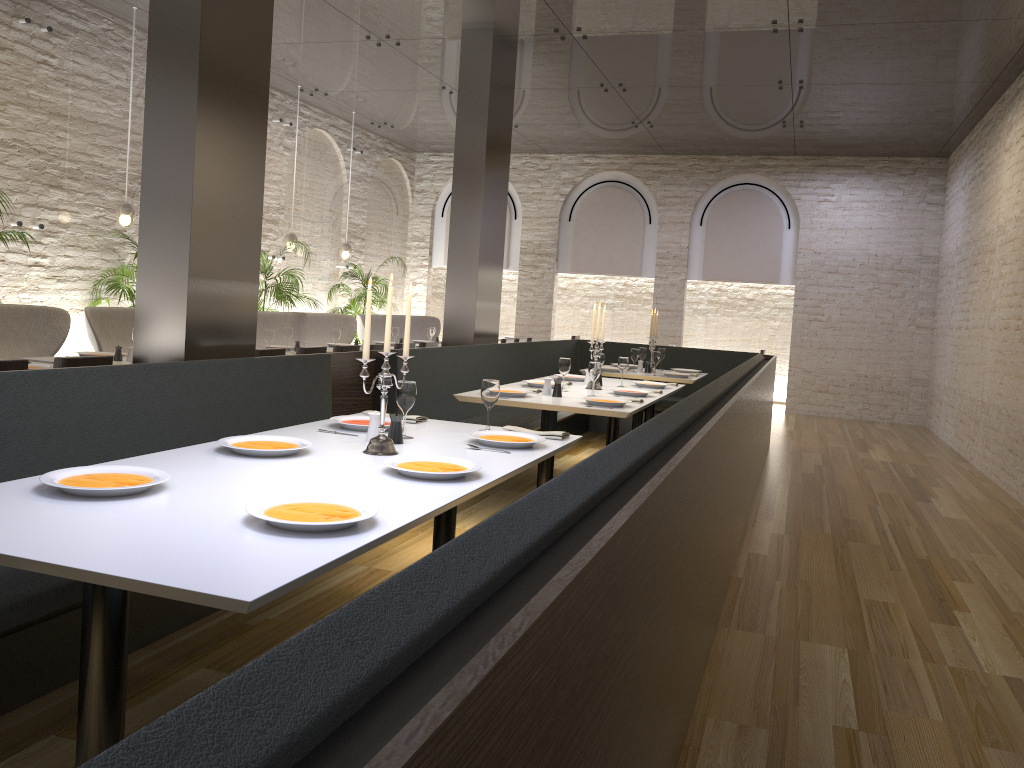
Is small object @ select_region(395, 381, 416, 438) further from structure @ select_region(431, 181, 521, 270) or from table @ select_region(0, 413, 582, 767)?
structure @ select_region(431, 181, 521, 270)

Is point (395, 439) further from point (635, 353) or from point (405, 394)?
point (635, 353)

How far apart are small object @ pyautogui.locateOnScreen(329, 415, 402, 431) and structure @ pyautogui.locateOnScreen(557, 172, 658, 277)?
10.7 meters

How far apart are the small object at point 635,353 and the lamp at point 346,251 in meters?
5.1

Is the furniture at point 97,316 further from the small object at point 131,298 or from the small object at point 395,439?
the small object at point 395,439

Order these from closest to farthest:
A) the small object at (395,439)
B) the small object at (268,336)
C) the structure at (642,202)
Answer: the small object at (395,439) → the small object at (268,336) → the structure at (642,202)

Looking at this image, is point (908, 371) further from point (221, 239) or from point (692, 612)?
point (692, 612)

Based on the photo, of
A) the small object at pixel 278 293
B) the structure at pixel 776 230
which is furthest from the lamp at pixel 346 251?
the structure at pixel 776 230

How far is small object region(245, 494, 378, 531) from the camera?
2.1 meters

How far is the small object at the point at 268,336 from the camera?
7.5m
